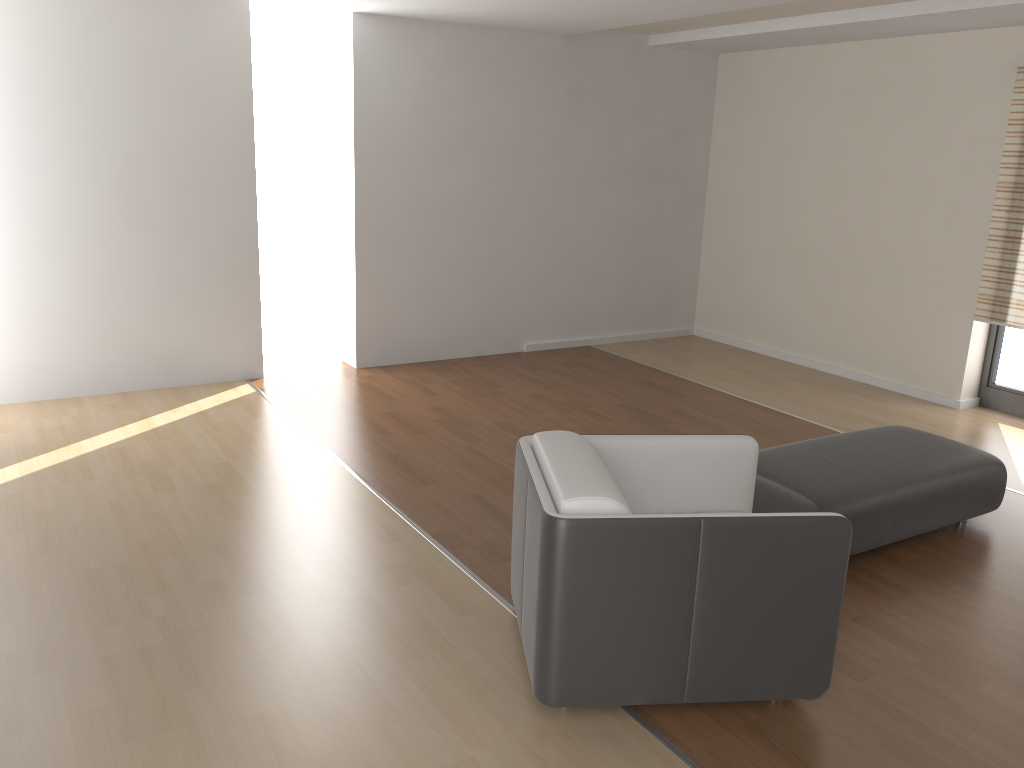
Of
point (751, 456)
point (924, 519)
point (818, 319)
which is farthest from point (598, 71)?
A: point (751, 456)

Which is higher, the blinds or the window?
the blinds

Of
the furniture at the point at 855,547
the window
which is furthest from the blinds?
the furniture at the point at 855,547

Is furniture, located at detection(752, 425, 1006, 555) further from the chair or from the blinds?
the blinds

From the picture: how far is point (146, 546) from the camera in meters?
3.7 m

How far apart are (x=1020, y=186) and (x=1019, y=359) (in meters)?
1.18

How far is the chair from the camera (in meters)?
2.53

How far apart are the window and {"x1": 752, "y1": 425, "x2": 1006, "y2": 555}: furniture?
2.2 meters

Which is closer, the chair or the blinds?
the chair

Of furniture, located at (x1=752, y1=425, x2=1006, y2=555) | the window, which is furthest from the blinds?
furniture, located at (x1=752, y1=425, x2=1006, y2=555)
